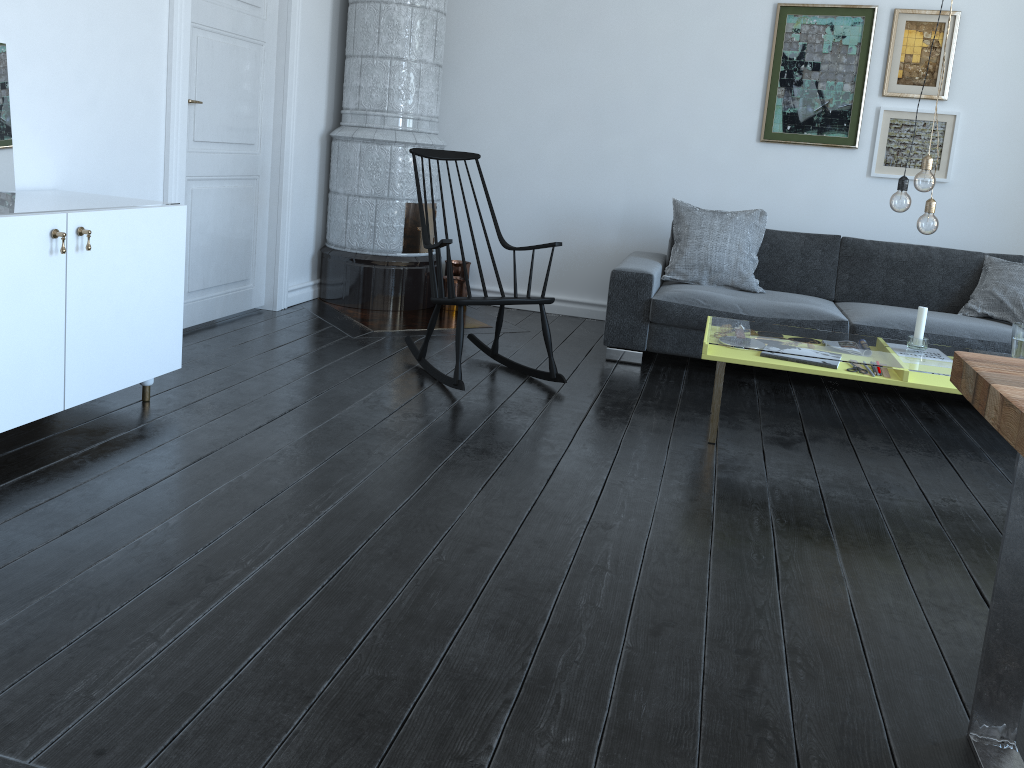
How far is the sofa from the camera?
4.3m

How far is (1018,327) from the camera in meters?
3.3

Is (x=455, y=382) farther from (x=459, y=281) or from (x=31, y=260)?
(x=459, y=281)

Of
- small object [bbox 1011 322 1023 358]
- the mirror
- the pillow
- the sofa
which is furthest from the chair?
small object [bbox 1011 322 1023 358]

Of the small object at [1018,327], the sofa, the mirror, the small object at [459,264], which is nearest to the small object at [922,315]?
the small object at [1018,327]

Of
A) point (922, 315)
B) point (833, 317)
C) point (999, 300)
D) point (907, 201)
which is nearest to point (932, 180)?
point (907, 201)

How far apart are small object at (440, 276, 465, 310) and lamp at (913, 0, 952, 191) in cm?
293

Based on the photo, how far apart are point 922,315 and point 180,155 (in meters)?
3.21

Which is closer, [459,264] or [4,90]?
[4,90]

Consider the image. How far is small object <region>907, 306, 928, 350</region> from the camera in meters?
3.4
